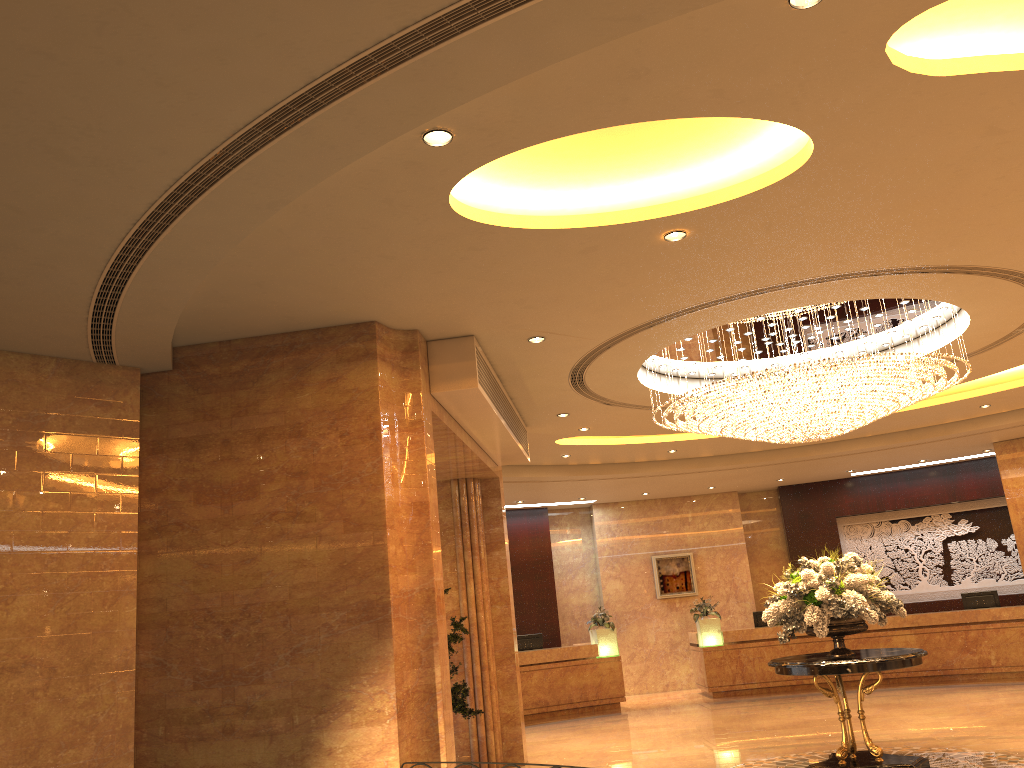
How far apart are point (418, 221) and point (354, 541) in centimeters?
264cm

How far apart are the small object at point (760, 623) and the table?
8.3 meters

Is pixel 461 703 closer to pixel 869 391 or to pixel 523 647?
pixel 869 391

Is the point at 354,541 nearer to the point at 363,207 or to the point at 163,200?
the point at 363,207

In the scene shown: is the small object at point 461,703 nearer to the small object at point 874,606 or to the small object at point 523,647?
the small object at point 874,606

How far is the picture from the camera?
18.8 meters

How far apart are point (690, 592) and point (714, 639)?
2.3m

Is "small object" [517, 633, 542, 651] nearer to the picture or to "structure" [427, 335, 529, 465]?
the picture

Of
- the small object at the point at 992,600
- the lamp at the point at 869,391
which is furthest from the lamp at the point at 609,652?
the lamp at the point at 869,391

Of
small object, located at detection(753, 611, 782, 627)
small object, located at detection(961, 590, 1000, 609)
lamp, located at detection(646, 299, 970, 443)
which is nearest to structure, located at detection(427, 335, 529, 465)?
lamp, located at detection(646, 299, 970, 443)
